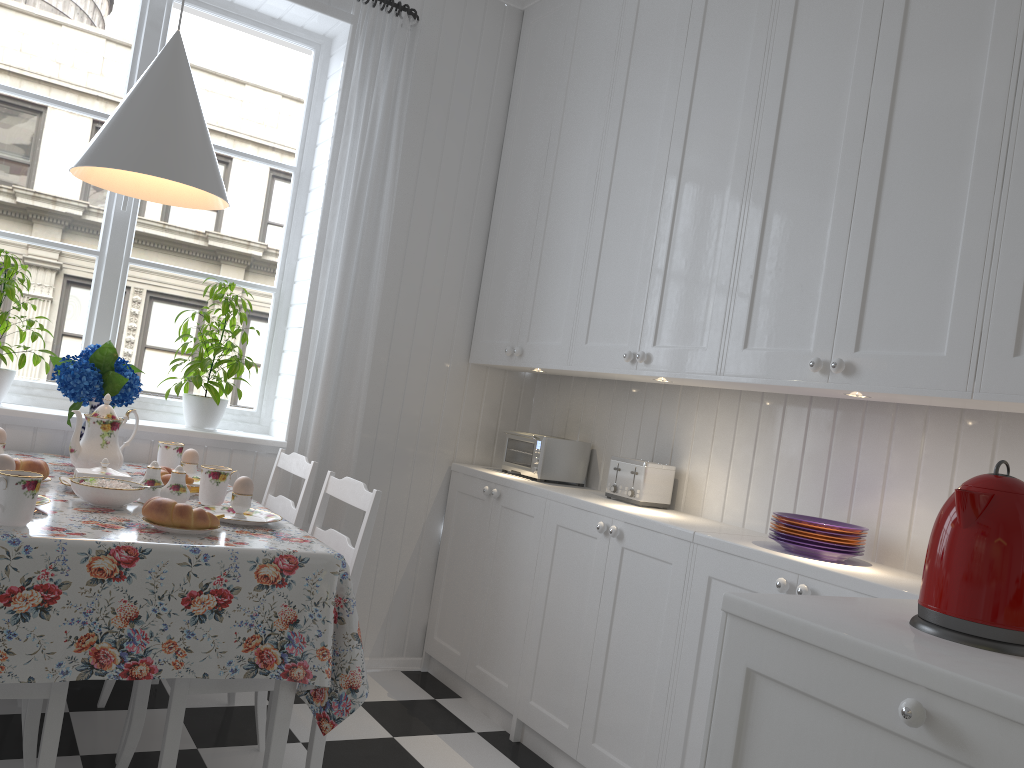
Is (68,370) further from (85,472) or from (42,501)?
(42,501)

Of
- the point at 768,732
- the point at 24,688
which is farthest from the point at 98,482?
the point at 768,732

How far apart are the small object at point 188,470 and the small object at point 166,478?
0.12m

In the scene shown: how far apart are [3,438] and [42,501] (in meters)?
0.56

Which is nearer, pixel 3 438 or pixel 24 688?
pixel 24 688

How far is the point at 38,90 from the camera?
2.9 meters

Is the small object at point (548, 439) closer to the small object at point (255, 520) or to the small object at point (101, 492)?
the small object at point (255, 520)

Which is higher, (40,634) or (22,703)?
(40,634)

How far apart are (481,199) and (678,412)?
1.20m

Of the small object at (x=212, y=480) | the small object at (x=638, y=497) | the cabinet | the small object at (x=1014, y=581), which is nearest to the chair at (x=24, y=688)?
the small object at (x=212, y=480)
